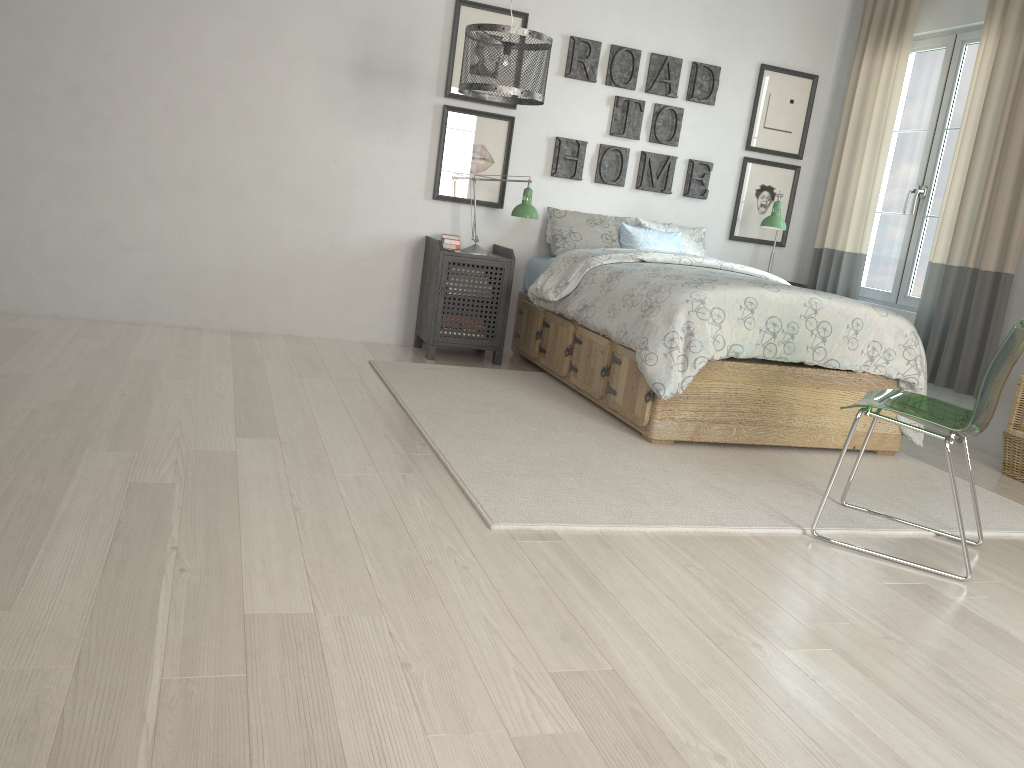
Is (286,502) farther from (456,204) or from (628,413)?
(456,204)

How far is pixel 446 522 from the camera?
2.48m

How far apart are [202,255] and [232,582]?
3.2 meters

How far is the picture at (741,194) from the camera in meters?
5.6

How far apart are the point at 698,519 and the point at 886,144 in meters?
3.3

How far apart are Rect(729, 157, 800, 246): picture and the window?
0.56m

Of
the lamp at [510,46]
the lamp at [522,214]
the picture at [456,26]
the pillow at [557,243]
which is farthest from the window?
the lamp at [510,46]

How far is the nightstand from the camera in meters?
4.8

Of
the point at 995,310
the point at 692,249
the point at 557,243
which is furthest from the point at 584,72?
the point at 995,310

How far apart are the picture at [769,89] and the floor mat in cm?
208
